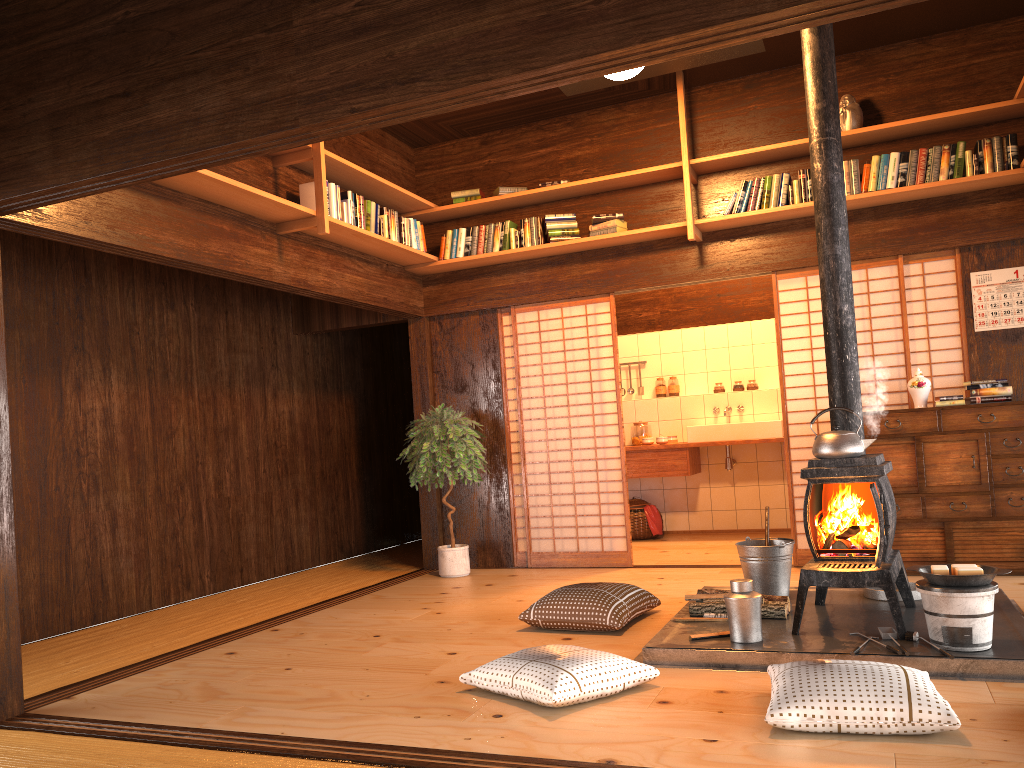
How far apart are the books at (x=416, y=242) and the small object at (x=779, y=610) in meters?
3.4 m

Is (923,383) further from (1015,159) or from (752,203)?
(752,203)

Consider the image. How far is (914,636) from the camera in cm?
358

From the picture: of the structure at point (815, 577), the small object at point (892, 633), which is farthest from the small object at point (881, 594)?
the small object at point (892, 633)

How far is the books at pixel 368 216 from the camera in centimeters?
590cm

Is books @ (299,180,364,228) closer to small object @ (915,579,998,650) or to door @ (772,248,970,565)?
door @ (772,248,970,565)

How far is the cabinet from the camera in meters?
5.3 m

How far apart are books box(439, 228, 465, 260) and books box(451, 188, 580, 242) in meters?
0.2 m

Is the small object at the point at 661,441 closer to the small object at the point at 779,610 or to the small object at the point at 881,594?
the small object at the point at 881,594

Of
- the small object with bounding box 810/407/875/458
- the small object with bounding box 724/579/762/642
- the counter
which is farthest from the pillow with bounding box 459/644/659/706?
the counter
